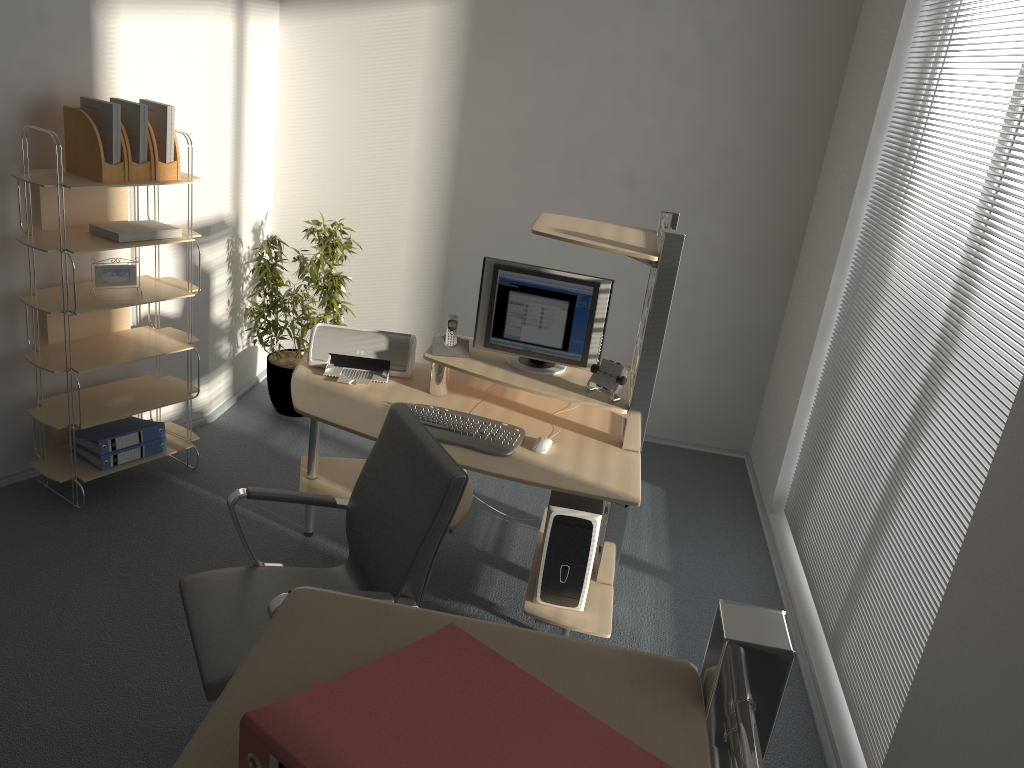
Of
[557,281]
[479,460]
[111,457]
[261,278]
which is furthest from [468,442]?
[261,278]

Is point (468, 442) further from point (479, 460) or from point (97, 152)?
point (97, 152)

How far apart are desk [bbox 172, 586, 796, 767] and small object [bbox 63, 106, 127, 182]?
3.0 meters

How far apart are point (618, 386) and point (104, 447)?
2.3m

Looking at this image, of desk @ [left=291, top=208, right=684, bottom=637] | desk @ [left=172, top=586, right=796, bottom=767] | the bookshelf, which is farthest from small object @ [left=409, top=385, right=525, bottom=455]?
desk @ [left=172, top=586, right=796, bottom=767]

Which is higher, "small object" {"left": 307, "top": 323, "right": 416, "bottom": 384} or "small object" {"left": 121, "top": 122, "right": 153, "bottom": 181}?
"small object" {"left": 121, "top": 122, "right": 153, "bottom": 181}

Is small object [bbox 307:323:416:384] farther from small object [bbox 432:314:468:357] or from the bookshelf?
the bookshelf

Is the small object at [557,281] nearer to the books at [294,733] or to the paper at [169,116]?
the paper at [169,116]

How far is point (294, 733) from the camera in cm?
73

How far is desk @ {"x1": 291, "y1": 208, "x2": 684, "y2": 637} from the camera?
3.1 meters
